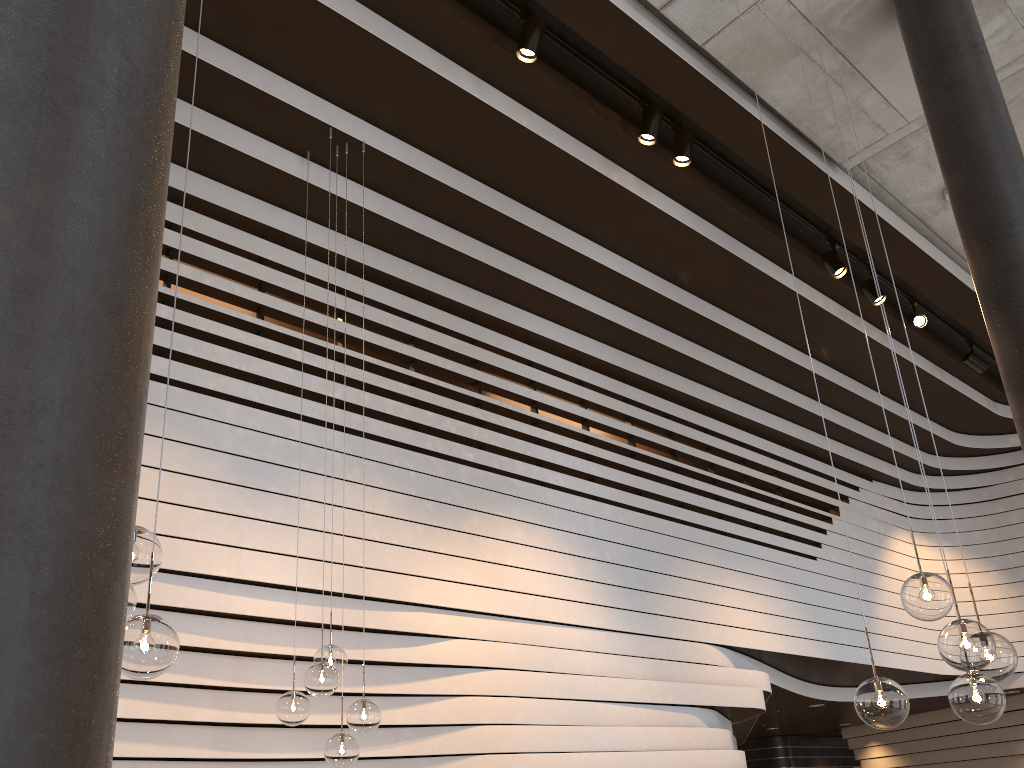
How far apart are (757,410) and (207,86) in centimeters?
621cm

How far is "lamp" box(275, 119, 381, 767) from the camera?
4.01m

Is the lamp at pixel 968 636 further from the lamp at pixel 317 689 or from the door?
the door

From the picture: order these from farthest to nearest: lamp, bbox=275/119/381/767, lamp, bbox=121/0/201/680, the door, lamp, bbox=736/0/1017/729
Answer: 1. the door
2. lamp, bbox=275/119/381/767
3. lamp, bbox=736/0/1017/729
4. lamp, bbox=121/0/201/680

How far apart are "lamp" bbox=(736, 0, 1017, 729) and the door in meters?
13.6 m

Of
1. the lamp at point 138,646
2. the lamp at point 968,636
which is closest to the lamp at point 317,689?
the lamp at point 138,646

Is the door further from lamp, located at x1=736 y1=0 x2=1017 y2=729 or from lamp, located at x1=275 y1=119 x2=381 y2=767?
lamp, located at x1=736 y1=0 x2=1017 y2=729

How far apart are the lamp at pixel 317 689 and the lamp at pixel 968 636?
2.2m

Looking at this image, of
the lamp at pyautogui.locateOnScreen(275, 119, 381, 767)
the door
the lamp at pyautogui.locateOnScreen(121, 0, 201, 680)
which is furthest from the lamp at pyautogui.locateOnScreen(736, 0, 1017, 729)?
the door

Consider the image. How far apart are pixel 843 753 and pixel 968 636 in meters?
13.9 m
